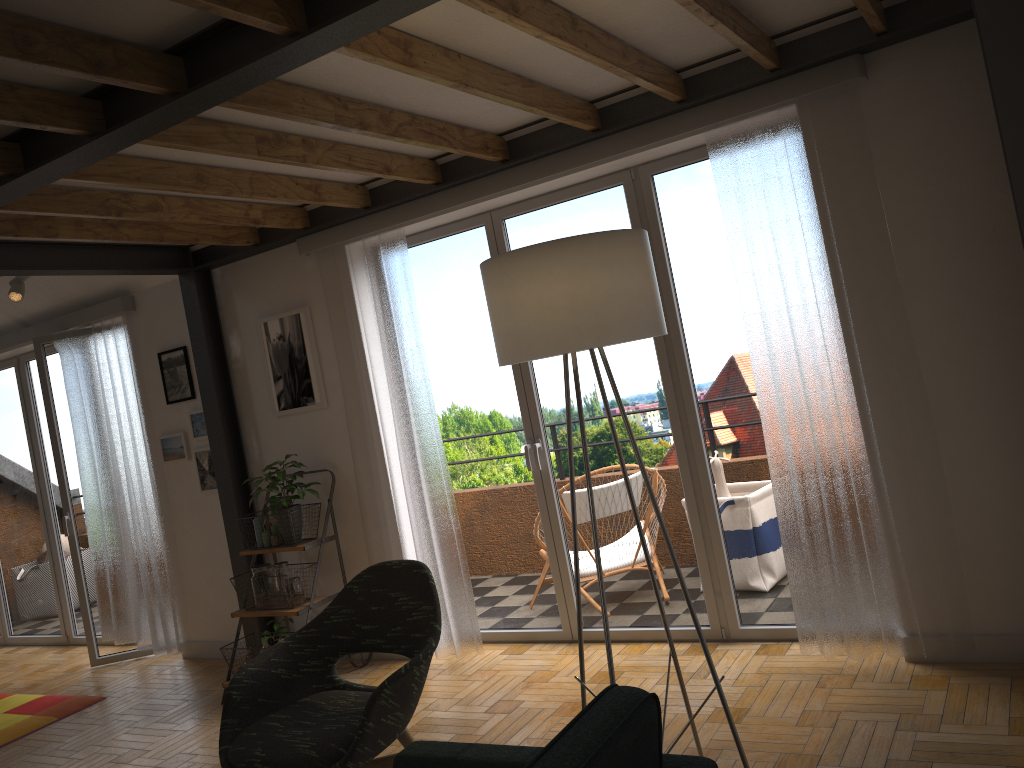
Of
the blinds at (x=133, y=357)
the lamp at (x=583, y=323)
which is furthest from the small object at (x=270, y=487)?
the lamp at (x=583, y=323)

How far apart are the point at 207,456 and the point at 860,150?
4.1m

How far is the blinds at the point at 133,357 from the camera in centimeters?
571cm

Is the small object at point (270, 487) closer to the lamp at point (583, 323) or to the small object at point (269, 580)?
the small object at point (269, 580)

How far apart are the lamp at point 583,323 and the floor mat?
3.8m

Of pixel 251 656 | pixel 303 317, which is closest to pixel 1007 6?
pixel 303 317

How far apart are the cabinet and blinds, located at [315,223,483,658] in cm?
318

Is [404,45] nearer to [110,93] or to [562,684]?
[110,93]

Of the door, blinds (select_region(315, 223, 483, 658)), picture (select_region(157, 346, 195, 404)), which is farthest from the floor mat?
blinds (select_region(315, 223, 483, 658))

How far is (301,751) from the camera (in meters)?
2.63
